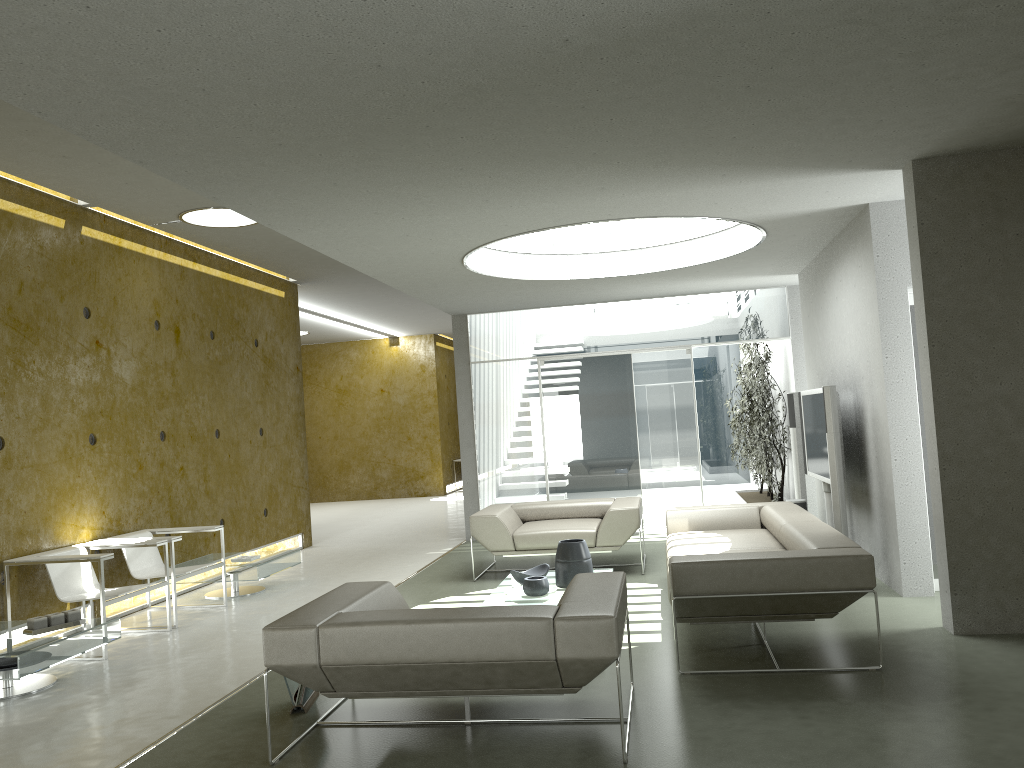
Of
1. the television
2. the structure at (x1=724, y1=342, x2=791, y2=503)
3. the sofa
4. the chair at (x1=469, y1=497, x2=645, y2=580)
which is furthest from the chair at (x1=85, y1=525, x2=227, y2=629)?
the structure at (x1=724, y1=342, x2=791, y2=503)

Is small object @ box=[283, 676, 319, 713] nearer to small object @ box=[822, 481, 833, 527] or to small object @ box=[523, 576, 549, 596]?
small object @ box=[523, 576, 549, 596]

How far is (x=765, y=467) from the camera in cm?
1041

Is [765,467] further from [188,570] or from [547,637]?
[547,637]

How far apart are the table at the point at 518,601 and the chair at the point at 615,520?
0.93m

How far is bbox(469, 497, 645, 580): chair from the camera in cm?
753

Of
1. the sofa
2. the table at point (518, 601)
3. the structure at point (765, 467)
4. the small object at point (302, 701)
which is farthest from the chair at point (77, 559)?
the structure at point (765, 467)

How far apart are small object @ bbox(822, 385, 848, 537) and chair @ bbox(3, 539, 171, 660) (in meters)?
4.91

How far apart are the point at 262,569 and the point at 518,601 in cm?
287

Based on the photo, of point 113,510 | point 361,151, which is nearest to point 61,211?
point 113,510
